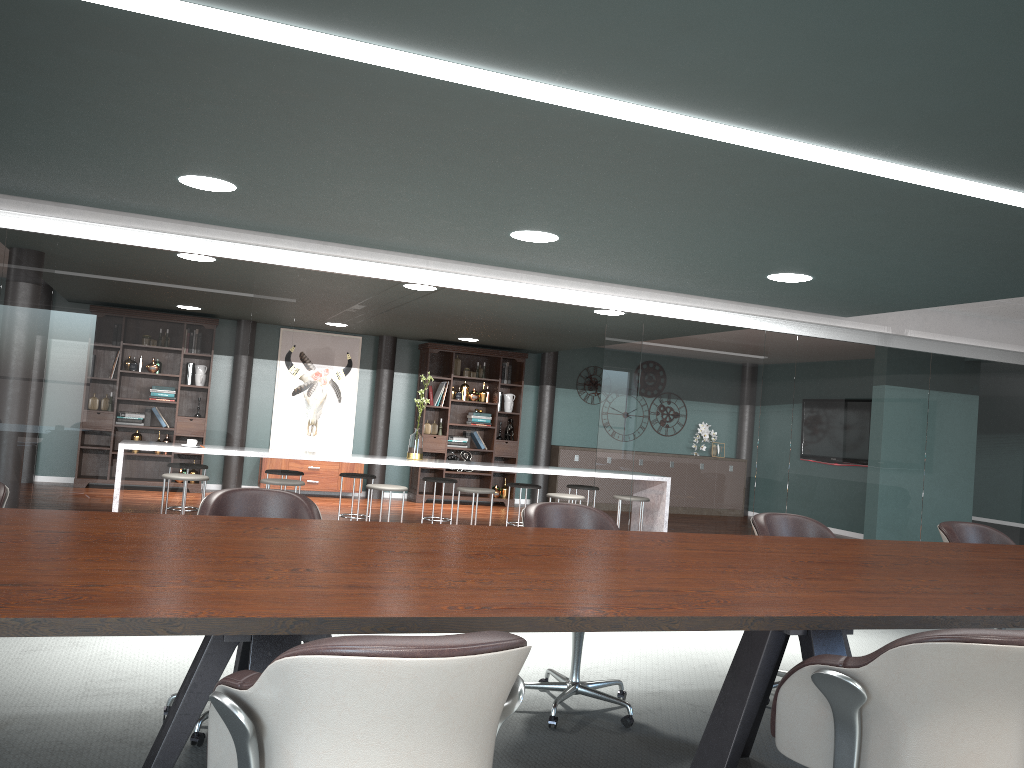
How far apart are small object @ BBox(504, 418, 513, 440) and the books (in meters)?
0.39

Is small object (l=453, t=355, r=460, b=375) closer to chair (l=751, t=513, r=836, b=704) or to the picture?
the picture

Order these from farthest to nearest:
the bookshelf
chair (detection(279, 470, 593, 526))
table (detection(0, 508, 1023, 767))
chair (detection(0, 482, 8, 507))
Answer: the bookshelf
chair (detection(279, 470, 593, 526))
chair (detection(0, 482, 8, 507))
table (detection(0, 508, 1023, 767))

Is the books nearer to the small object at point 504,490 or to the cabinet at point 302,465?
the small object at point 504,490

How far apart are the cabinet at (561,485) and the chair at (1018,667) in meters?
9.7 m

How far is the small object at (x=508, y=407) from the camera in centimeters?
A: 1150cm

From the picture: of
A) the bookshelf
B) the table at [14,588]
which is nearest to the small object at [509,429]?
the bookshelf

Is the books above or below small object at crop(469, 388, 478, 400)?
below

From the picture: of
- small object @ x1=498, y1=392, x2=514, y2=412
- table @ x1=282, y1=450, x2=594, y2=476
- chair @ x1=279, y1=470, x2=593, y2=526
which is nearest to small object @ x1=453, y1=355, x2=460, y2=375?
small object @ x1=498, y1=392, x2=514, y2=412

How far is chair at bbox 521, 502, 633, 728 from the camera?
3.3m
